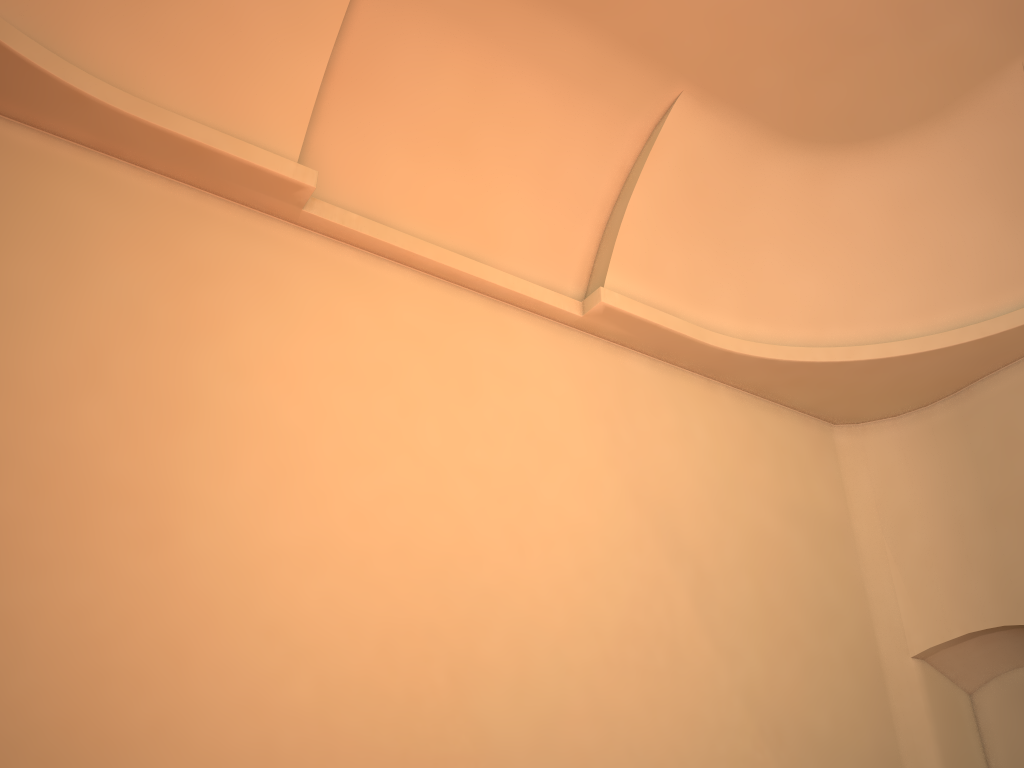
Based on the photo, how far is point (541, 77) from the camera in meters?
6.8

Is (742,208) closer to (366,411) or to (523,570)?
(523,570)

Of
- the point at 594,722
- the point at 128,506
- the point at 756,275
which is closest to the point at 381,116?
the point at 128,506

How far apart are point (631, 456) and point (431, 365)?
1.83m
